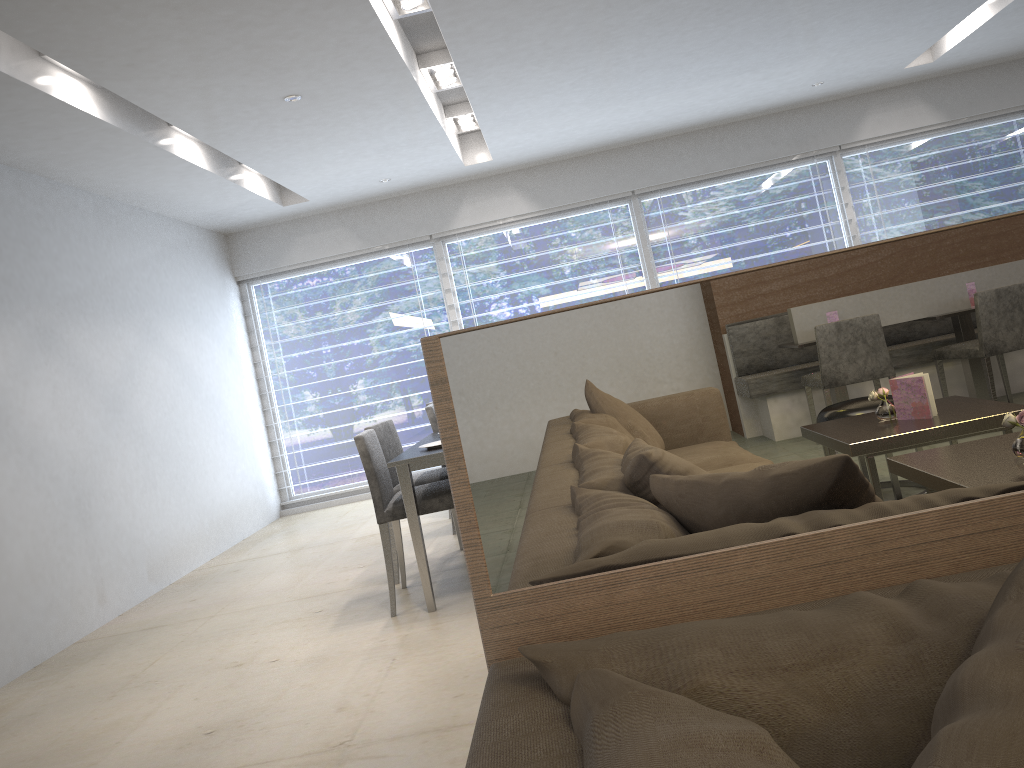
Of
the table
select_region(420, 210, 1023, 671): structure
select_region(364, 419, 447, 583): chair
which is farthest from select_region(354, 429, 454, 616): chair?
select_region(420, 210, 1023, 671): structure

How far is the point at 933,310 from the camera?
1.0 meters

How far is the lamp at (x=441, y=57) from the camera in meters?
4.9

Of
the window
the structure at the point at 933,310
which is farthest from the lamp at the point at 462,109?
the structure at the point at 933,310

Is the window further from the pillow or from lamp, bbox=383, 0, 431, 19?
the pillow

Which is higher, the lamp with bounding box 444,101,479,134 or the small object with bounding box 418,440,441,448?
the lamp with bounding box 444,101,479,134

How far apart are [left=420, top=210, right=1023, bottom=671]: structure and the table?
2.6 meters

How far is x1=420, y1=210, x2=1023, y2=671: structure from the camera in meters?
1.0 m

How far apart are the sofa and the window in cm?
667

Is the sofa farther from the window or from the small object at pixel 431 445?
the window
